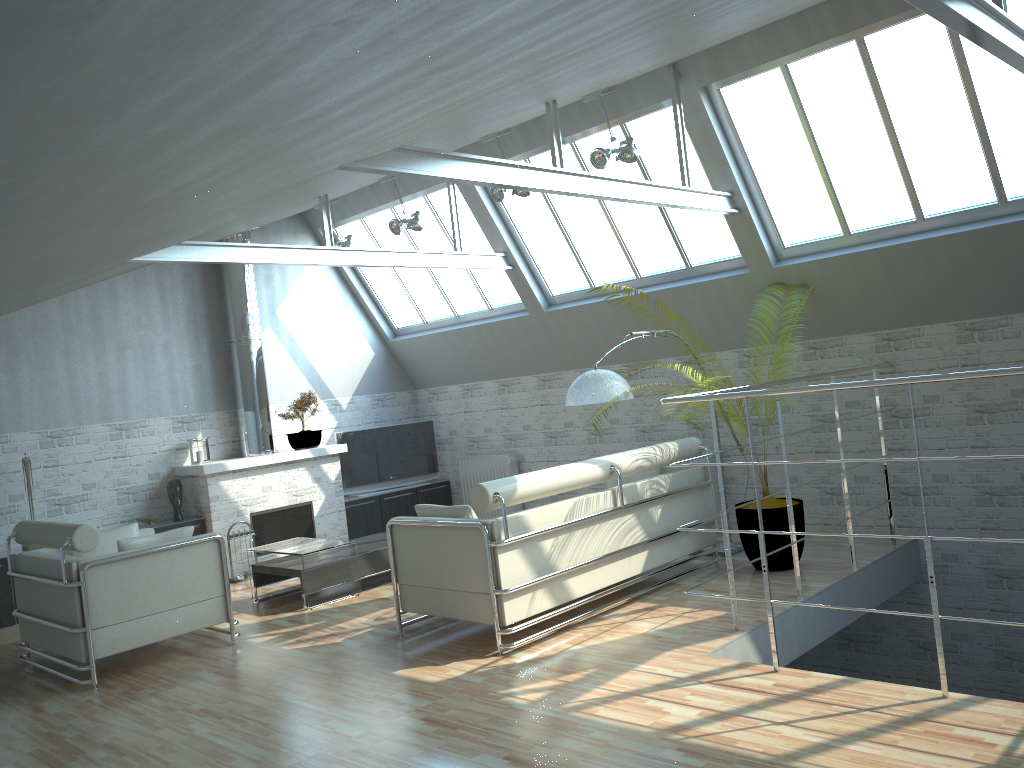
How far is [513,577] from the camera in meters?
10.5 m

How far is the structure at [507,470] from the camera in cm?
1983

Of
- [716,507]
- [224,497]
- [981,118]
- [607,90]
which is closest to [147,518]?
[224,497]

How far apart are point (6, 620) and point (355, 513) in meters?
7.1 m

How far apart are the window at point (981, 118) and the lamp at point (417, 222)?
6.0 meters

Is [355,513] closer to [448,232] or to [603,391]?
[448,232]

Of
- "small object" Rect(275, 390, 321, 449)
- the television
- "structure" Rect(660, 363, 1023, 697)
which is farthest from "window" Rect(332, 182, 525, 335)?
"structure" Rect(660, 363, 1023, 697)

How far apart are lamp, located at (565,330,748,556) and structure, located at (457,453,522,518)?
6.2m

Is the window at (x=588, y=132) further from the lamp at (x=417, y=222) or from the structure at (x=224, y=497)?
the structure at (x=224, y=497)

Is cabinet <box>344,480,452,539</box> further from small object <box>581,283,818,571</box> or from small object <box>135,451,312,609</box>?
small object <box>581,283,818,571</box>
